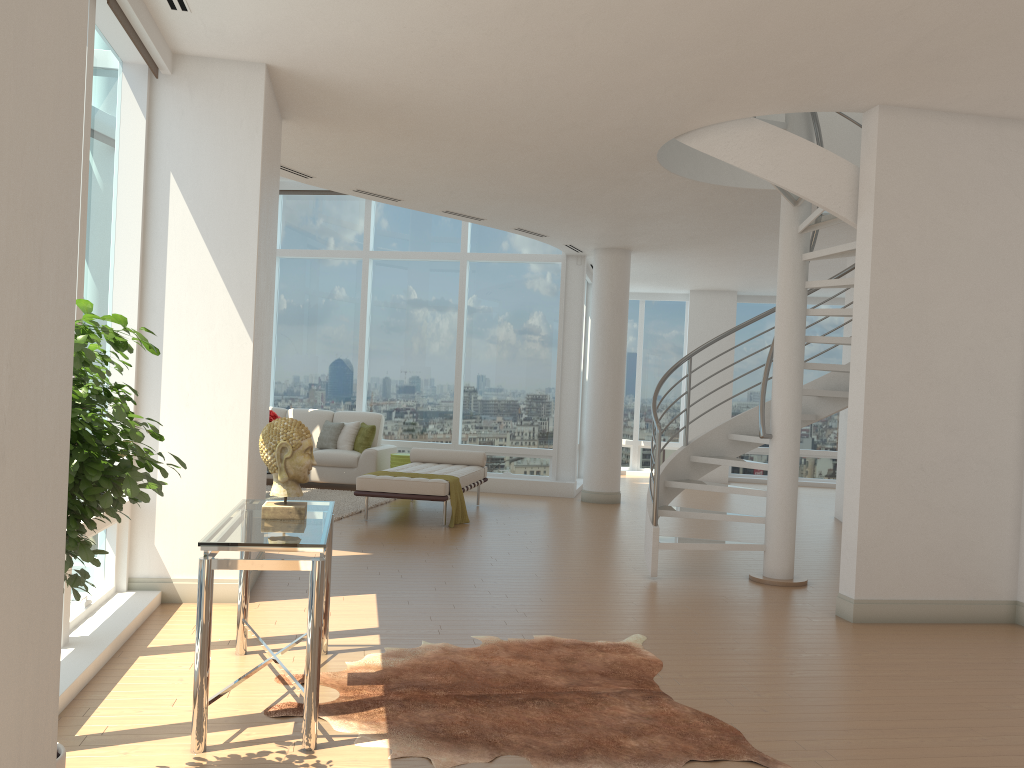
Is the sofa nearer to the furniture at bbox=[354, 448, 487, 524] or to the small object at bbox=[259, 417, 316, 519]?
the furniture at bbox=[354, 448, 487, 524]

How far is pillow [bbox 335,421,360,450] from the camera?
12.02m

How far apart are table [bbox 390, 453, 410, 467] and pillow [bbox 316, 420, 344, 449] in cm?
100

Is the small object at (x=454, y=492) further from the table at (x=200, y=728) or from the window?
the table at (x=200, y=728)

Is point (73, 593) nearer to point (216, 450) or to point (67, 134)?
point (67, 134)

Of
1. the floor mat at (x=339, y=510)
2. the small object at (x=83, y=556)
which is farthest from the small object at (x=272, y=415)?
the small object at (x=83, y=556)

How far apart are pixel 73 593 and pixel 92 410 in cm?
51

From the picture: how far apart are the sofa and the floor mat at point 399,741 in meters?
6.9 m

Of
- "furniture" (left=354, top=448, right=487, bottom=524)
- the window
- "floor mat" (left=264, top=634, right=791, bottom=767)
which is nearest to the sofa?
the window

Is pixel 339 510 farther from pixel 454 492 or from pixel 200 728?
pixel 200 728
